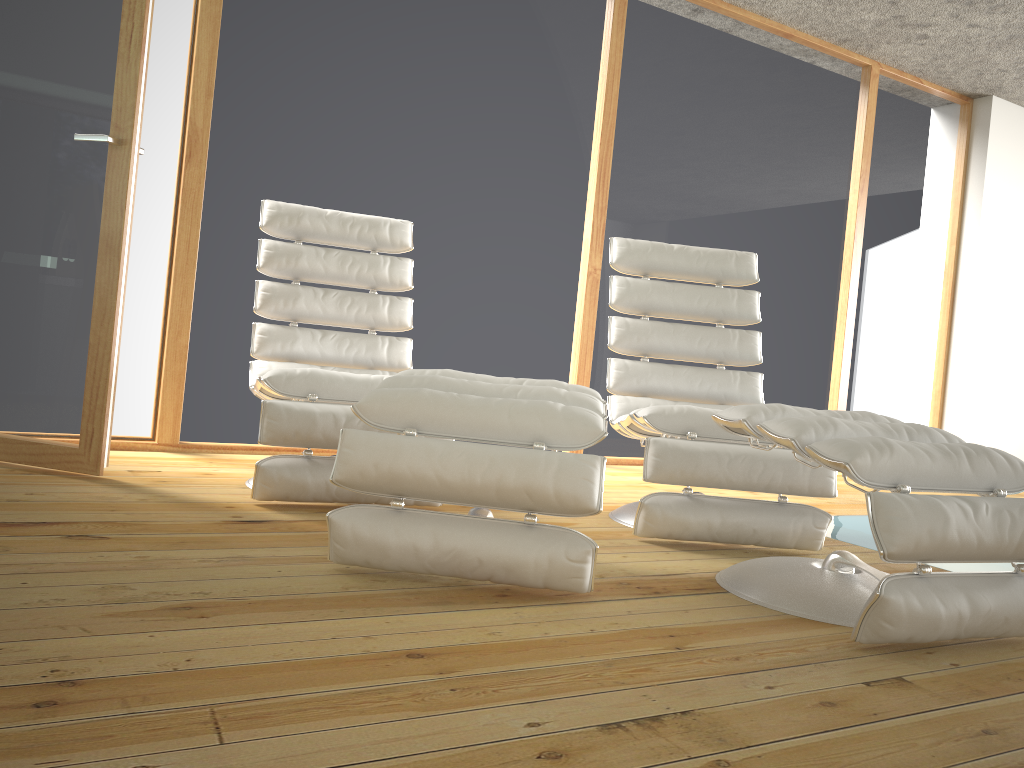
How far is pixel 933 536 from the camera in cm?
166

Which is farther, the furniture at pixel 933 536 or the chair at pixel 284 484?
the chair at pixel 284 484

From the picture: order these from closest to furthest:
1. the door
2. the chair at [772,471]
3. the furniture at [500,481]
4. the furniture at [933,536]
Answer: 1. the furniture at [933,536]
2. the furniture at [500,481]
3. the chair at [772,471]
4. the door

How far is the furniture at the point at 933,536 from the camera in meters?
1.7 m

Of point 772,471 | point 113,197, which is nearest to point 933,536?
point 772,471

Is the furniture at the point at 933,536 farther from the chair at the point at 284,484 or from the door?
the door

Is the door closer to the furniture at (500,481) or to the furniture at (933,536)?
the furniture at (500,481)

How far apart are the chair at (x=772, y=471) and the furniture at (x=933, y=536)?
0.31m

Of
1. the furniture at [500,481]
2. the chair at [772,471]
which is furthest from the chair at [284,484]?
the chair at [772,471]

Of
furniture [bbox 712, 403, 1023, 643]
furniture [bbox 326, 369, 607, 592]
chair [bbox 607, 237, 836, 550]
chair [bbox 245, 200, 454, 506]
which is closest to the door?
chair [bbox 245, 200, 454, 506]
